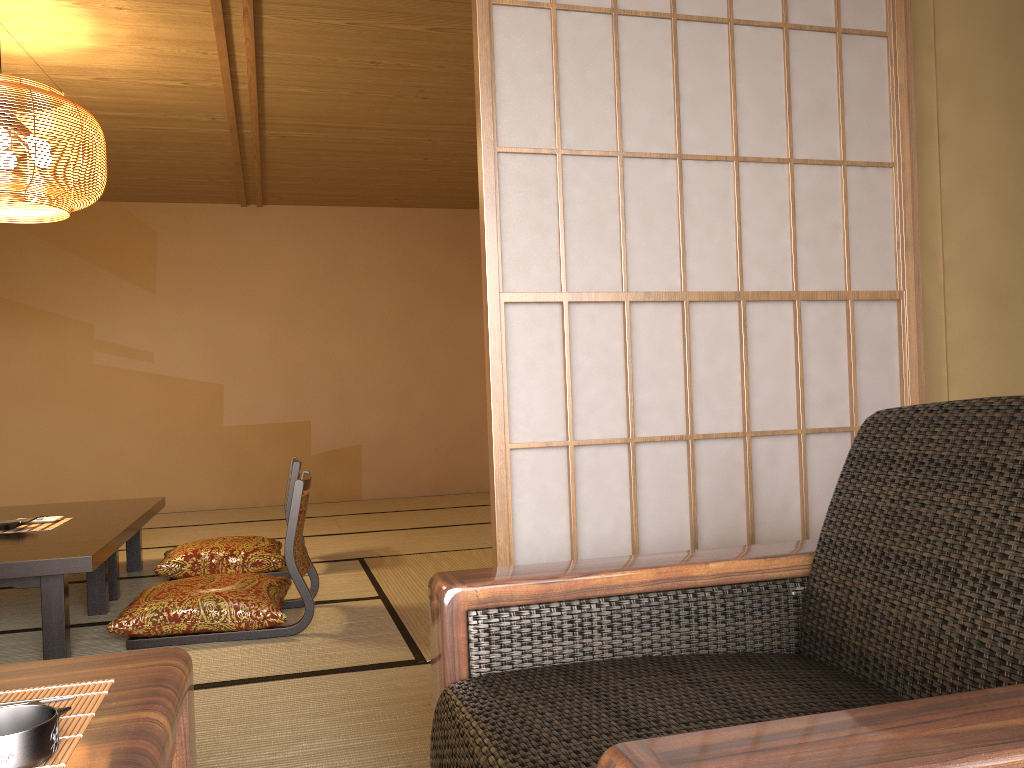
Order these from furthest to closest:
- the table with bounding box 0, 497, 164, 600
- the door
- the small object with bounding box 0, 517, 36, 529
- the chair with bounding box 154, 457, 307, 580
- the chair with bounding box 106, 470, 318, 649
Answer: the chair with bounding box 154, 457, 307, 580
the table with bounding box 0, 497, 164, 600
the small object with bounding box 0, 517, 36, 529
the chair with bounding box 106, 470, 318, 649
the door

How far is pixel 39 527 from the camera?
3.55m

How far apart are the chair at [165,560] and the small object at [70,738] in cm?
325

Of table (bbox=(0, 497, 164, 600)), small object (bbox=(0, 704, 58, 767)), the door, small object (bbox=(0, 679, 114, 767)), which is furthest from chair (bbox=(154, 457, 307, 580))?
small object (bbox=(0, 704, 58, 767))

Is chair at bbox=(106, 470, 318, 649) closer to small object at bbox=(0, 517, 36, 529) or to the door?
A: small object at bbox=(0, 517, 36, 529)

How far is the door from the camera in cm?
184

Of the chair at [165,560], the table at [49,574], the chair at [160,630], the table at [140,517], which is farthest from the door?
the table at [140,517]

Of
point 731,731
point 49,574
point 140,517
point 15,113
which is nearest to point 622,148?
point 731,731

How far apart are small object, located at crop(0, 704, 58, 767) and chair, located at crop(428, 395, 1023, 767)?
0.44m

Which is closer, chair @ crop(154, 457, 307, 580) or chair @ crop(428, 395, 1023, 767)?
chair @ crop(428, 395, 1023, 767)
